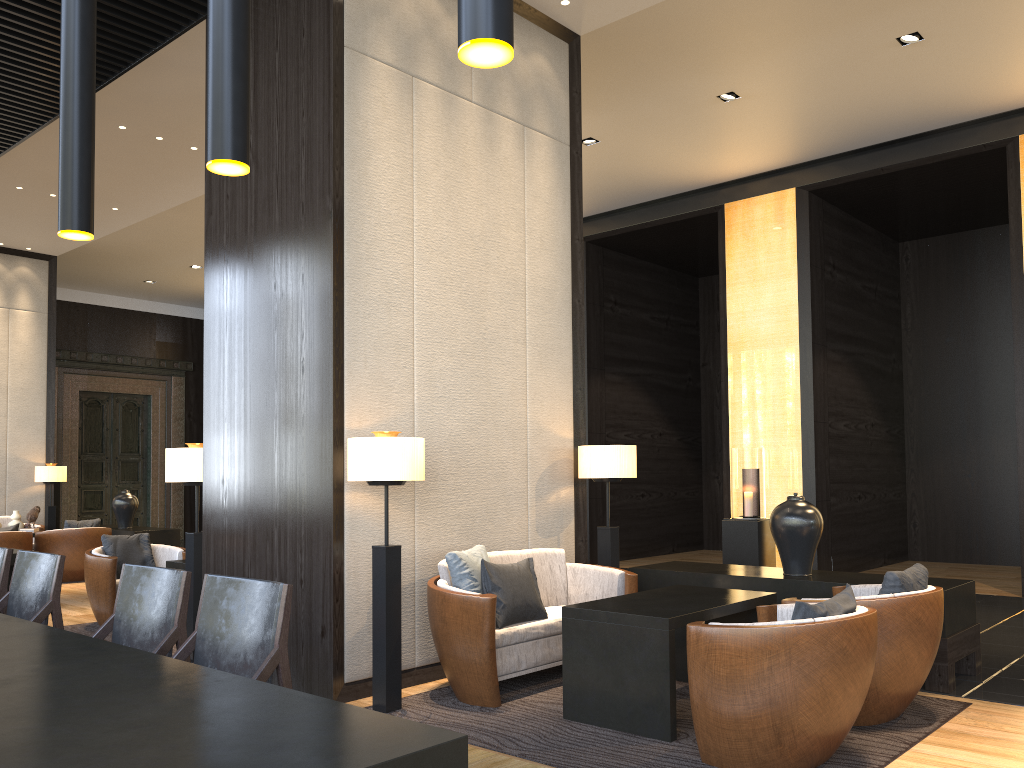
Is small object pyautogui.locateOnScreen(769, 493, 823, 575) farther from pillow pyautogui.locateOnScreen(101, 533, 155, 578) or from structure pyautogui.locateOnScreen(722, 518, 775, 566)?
pillow pyautogui.locateOnScreen(101, 533, 155, 578)

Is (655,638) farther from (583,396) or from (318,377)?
(583,396)

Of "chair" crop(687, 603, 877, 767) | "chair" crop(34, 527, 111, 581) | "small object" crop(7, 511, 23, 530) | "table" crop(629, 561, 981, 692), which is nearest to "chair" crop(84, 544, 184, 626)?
"chair" crop(34, 527, 111, 581)

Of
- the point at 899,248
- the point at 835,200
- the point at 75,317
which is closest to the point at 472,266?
the point at 835,200

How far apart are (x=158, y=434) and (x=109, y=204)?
7.16m

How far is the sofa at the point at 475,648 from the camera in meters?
4.2

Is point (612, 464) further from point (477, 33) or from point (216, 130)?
point (477, 33)

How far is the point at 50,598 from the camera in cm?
353

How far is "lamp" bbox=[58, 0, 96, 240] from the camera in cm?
163

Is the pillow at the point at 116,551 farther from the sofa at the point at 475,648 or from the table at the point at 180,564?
the sofa at the point at 475,648
